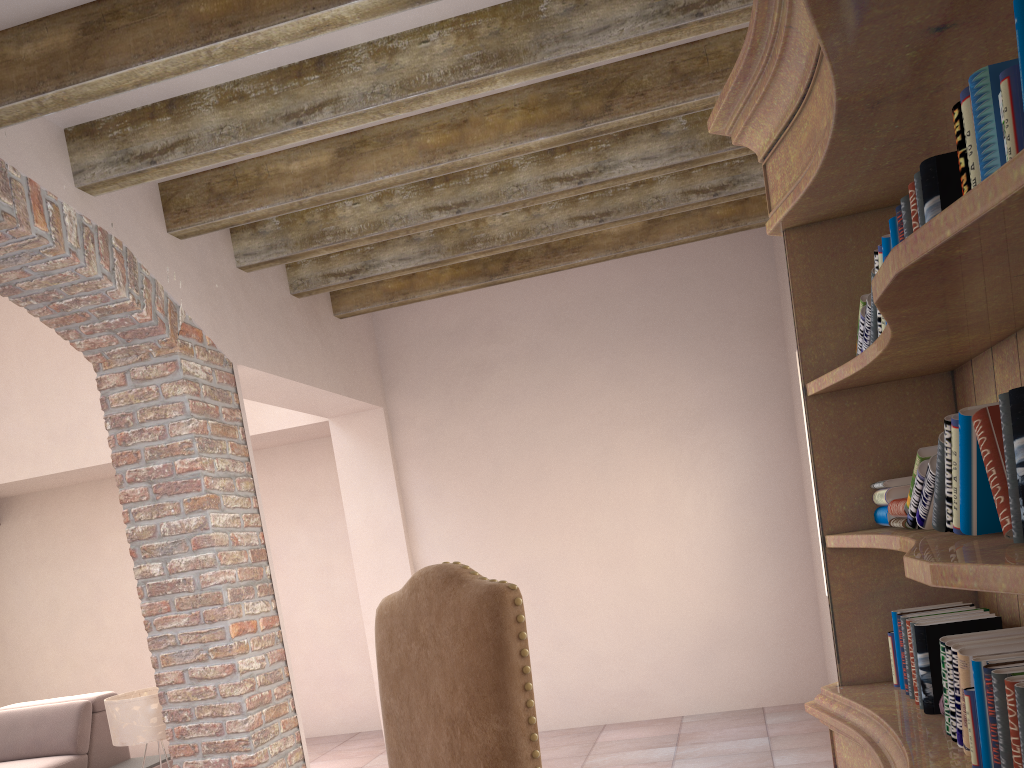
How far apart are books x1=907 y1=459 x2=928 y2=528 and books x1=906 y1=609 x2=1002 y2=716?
0.17m

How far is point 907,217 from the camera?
1.10m

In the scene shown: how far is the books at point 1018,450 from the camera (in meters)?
0.81

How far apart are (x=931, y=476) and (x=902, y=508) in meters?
0.2 m

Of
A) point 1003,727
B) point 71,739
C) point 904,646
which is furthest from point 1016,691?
point 71,739

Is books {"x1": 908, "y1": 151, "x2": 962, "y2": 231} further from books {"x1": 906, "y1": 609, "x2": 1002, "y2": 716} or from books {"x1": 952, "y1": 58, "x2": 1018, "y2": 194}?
books {"x1": 906, "y1": 609, "x2": 1002, "y2": 716}

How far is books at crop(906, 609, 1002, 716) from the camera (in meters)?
1.38

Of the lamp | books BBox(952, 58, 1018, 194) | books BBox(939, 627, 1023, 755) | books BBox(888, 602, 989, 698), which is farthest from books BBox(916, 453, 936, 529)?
the lamp

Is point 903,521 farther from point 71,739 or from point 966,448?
point 71,739

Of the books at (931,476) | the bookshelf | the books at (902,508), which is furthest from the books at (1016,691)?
the books at (902,508)
